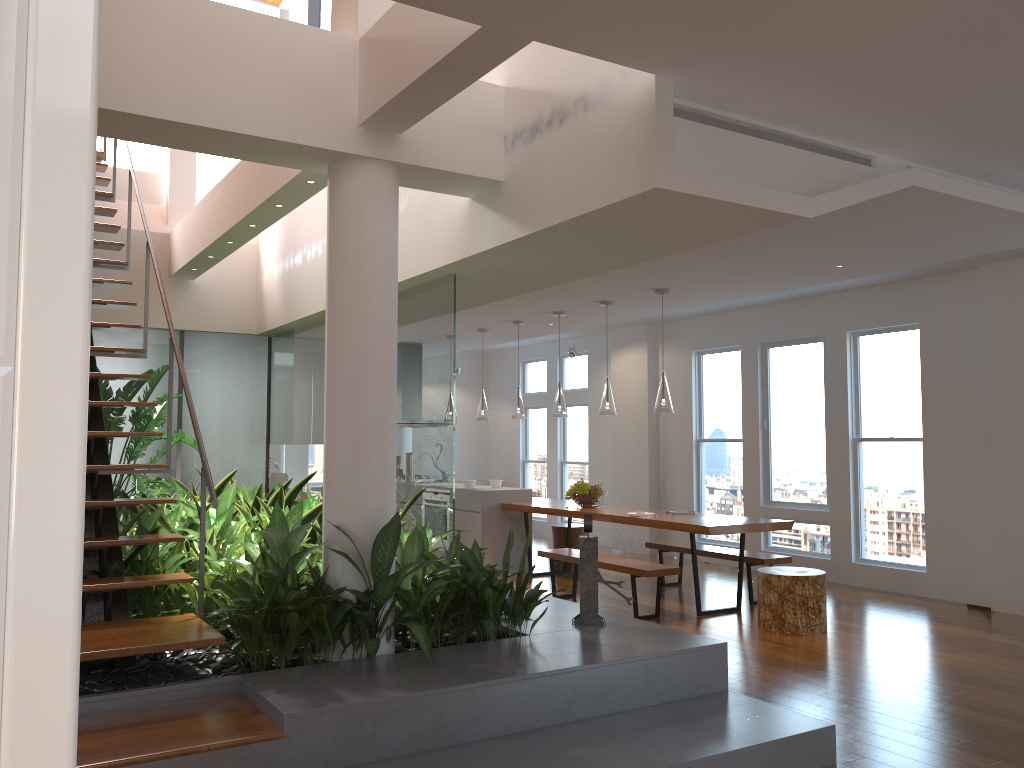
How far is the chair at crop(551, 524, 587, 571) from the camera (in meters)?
8.96

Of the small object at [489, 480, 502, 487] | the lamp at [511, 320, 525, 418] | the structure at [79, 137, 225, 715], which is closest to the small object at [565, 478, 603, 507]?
the lamp at [511, 320, 525, 418]

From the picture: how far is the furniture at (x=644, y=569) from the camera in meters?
6.4 m

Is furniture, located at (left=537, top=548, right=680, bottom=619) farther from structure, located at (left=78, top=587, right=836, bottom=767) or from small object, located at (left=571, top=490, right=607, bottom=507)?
structure, located at (left=78, top=587, right=836, bottom=767)

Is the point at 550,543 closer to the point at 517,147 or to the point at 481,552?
the point at 481,552

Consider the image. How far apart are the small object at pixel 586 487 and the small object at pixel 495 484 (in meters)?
1.28

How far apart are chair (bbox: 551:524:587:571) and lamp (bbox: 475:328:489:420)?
1.38m

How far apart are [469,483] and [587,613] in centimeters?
470cm

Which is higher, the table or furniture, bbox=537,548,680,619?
the table

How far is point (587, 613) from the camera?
4.5m
